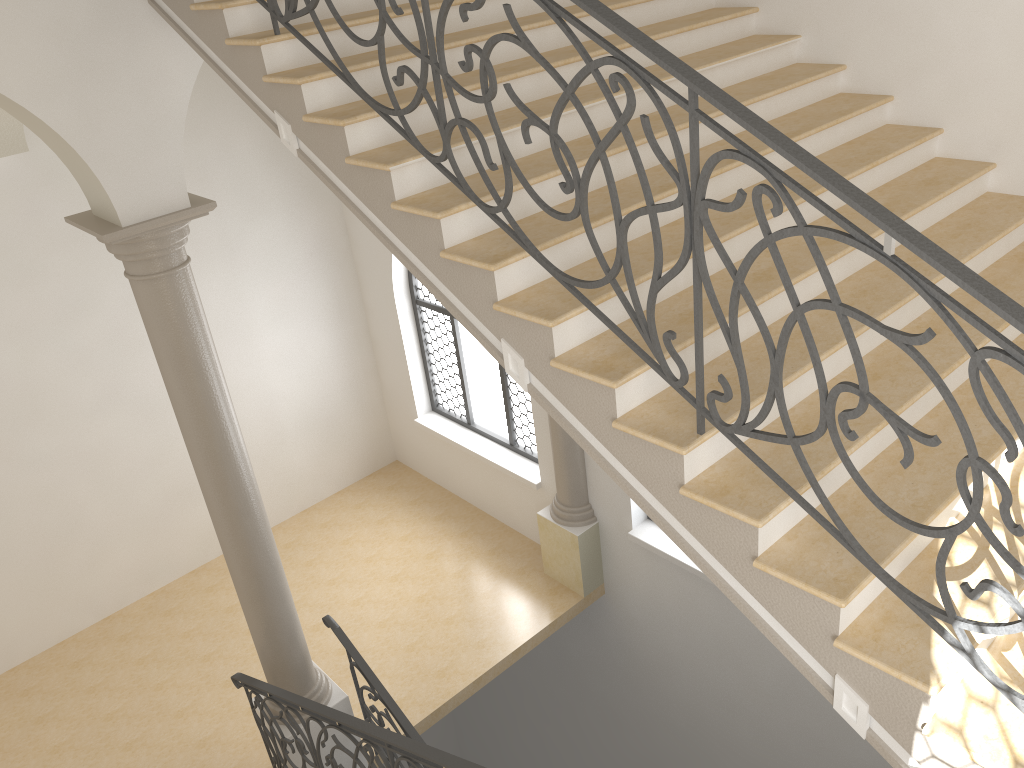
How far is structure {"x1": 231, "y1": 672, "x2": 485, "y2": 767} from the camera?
4.1 meters

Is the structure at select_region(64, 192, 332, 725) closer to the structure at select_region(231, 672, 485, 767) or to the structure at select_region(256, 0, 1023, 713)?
the structure at select_region(231, 672, 485, 767)

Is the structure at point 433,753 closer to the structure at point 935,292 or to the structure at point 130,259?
the structure at point 130,259

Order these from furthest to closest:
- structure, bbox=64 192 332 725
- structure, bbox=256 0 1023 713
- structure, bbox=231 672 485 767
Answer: structure, bbox=64 192 332 725, structure, bbox=231 672 485 767, structure, bbox=256 0 1023 713

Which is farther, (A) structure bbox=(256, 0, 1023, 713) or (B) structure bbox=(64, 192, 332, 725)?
(B) structure bbox=(64, 192, 332, 725)

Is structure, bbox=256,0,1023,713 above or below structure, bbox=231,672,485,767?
above

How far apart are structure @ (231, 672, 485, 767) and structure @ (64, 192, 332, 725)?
0.14m

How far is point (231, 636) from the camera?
9.3 meters

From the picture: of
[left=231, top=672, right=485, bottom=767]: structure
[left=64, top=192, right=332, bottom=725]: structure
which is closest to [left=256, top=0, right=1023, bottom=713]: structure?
[left=64, top=192, right=332, bottom=725]: structure

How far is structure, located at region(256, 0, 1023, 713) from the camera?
2.21m
